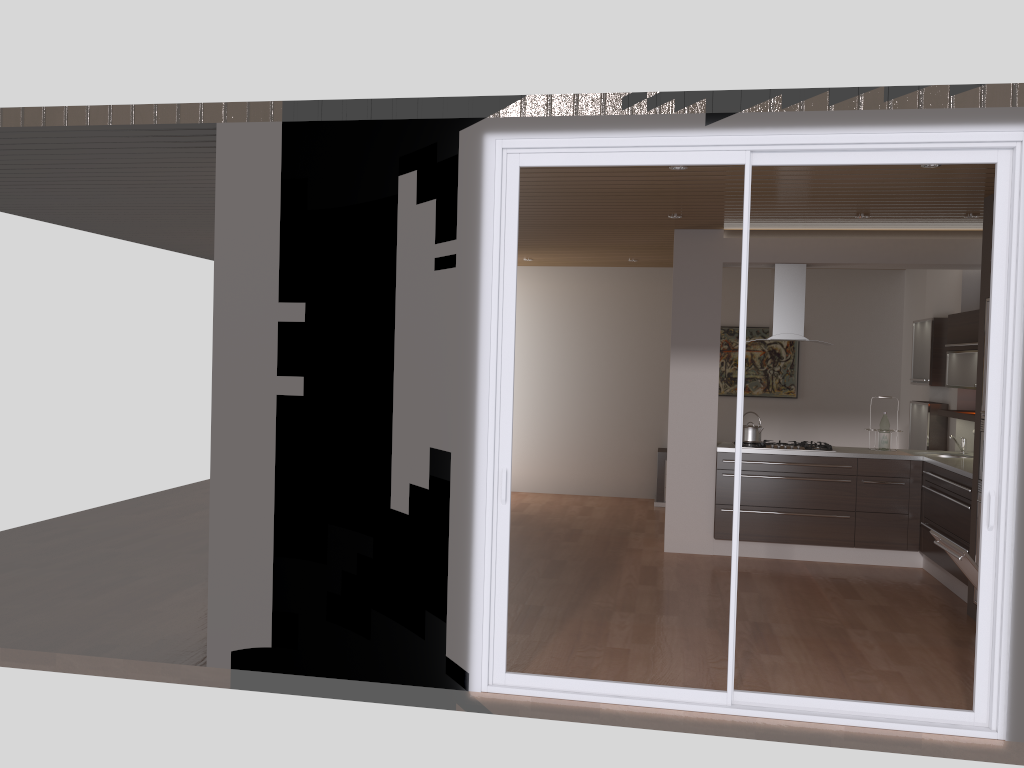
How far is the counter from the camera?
6.2m

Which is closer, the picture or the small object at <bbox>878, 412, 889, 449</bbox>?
the small object at <bbox>878, 412, 889, 449</bbox>

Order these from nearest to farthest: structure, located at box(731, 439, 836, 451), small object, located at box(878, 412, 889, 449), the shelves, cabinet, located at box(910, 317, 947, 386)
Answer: the shelves, structure, located at box(731, 439, 836, 451), small object, located at box(878, 412, 889, 449), cabinet, located at box(910, 317, 947, 386)

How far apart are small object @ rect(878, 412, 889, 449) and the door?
3.7 meters

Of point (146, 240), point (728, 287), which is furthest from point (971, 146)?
point (146, 240)

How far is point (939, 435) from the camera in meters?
7.7 m

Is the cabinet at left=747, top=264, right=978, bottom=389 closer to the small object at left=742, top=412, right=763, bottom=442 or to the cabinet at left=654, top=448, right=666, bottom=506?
the small object at left=742, top=412, right=763, bottom=442

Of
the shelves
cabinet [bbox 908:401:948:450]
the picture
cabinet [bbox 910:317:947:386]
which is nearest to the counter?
the shelves

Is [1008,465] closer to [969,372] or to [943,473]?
[943,473]

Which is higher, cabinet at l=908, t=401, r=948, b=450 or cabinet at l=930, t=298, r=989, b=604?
cabinet at l=908, t=401, r=948, b=450
